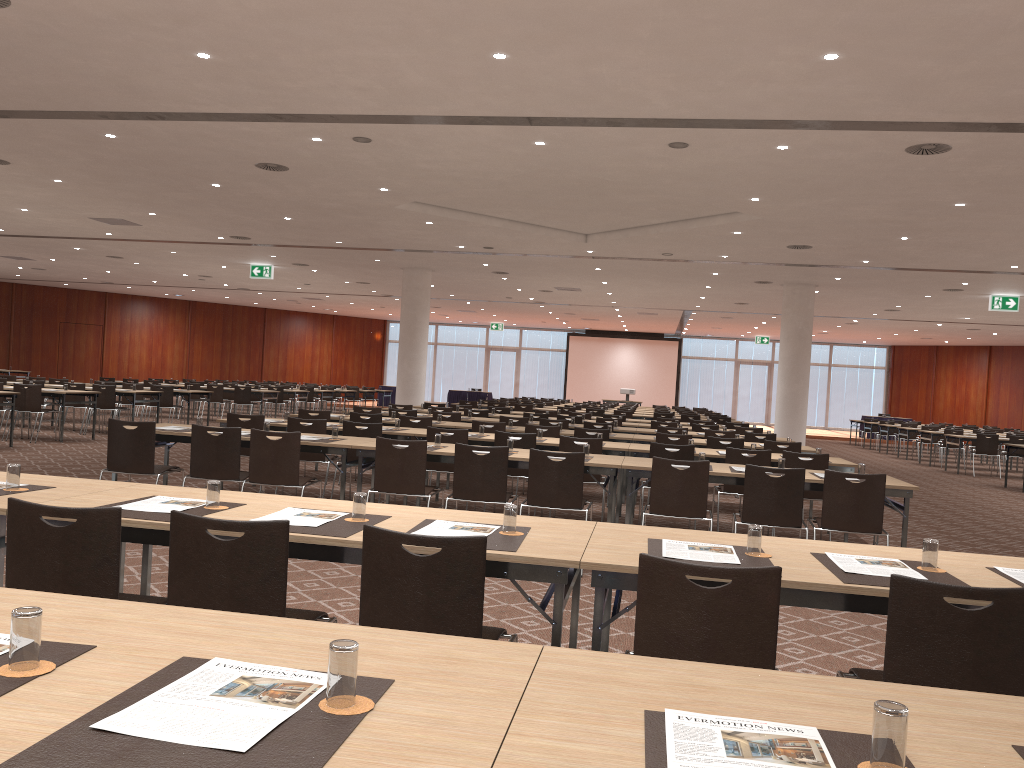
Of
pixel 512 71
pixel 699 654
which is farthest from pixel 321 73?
pixel 699 654

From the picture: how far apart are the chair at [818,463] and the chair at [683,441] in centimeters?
217cm

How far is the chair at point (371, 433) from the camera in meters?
9.2 m

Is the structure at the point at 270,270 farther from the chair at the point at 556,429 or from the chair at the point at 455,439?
the chair at the point at 455,439

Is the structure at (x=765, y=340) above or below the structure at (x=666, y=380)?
above

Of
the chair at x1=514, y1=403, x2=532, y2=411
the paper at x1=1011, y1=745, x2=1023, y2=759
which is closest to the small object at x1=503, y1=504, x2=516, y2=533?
the paper at x1=1011, y1=745, x2=1023, y2=759

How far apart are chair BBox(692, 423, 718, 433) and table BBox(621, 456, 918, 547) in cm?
704

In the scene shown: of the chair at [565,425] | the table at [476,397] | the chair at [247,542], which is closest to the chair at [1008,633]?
the chair at [247,542]

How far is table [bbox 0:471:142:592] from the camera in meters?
3.8 m

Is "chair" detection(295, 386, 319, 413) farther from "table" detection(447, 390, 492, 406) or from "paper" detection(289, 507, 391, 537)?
"paper" detection(289, 507, 391, 537)
